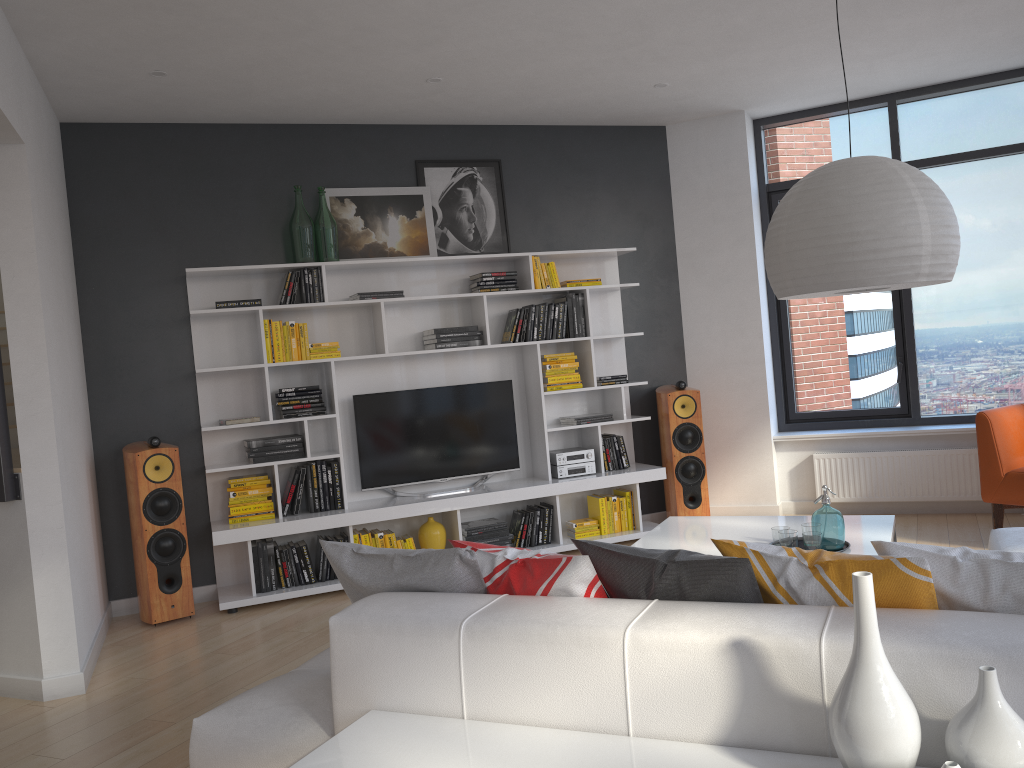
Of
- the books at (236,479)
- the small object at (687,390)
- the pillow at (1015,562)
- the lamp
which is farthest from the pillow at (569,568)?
the small object at (687,390)

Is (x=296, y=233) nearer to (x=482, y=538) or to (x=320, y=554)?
(x=320, y=554)

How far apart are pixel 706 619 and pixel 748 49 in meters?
4.1

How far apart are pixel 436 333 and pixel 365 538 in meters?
1.4

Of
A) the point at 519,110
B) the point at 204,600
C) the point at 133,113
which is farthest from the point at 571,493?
the point at 133,113

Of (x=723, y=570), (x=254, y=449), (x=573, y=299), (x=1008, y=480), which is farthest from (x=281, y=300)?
(x=1008, y=480)

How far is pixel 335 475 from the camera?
5.57m

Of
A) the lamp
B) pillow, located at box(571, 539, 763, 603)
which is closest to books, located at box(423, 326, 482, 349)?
the lamp

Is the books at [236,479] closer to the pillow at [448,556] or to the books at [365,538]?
the books at [365,538]

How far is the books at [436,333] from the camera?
5.80m
